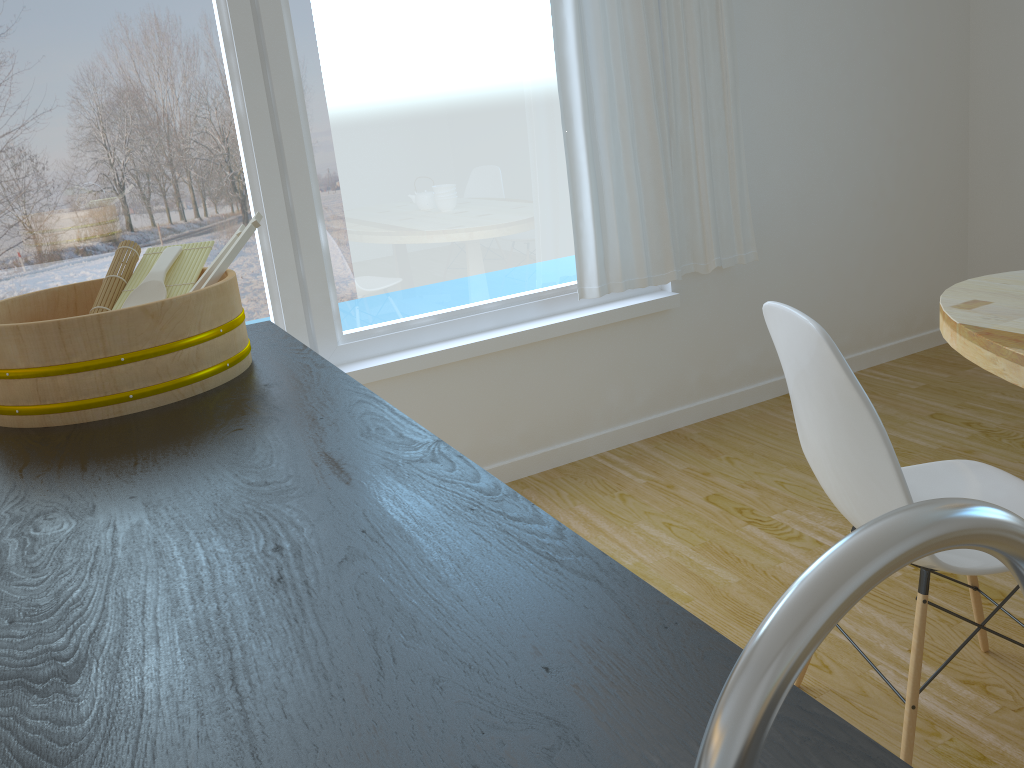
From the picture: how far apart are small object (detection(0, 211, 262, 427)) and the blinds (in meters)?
1.71

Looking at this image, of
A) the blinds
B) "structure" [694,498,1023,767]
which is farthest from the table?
"structure" [694,498,1023,767]

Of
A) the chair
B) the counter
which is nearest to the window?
the counter

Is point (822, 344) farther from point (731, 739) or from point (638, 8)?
point (638, 8)

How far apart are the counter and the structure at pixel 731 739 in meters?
0.2

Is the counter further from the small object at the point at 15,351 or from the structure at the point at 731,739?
the structure at the point at 731,739

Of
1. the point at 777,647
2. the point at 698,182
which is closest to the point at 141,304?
the point at 777,647

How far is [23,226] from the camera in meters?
2.4 m

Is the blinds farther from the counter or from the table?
the counter

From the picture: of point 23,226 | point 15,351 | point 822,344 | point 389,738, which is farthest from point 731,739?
point 23,226
